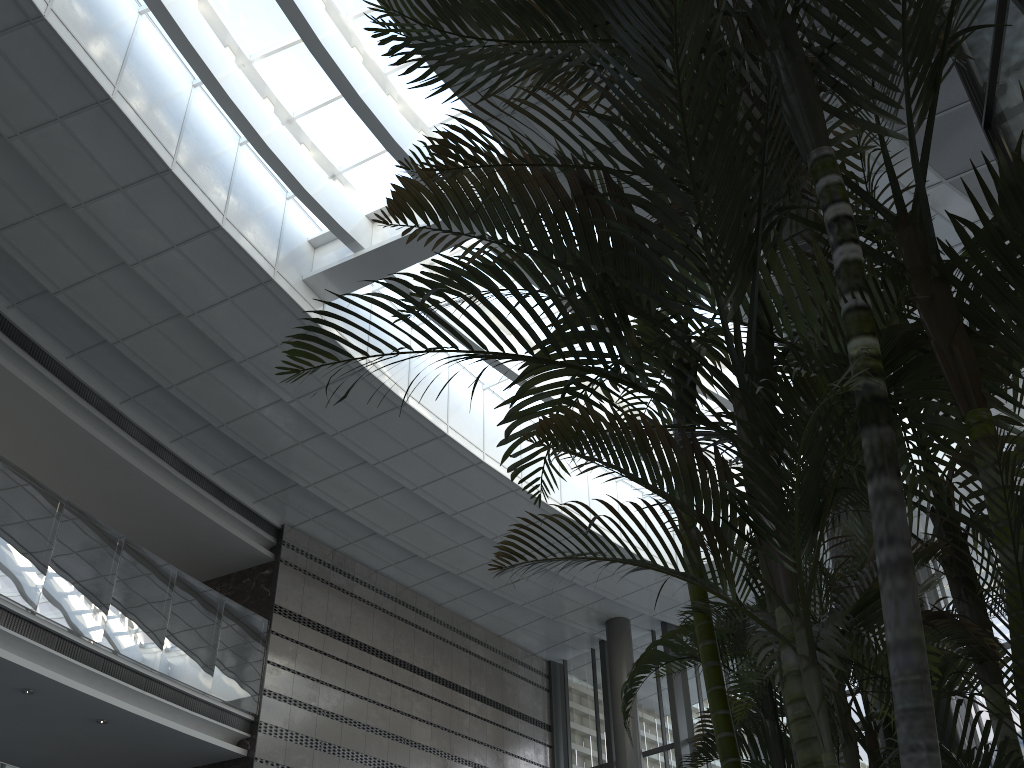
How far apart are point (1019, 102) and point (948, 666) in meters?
2.4 m

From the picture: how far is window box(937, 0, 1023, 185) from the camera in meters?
3.8 m

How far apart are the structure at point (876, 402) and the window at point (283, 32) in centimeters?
640cm

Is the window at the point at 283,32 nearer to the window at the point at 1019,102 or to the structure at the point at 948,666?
the window at the point at 1019,102

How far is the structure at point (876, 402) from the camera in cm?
141

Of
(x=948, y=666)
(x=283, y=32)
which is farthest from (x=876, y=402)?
(x=283, y=32)

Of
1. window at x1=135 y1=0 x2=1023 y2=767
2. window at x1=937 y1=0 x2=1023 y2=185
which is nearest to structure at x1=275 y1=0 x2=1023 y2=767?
window at x1=937 y1=0 x2=1023 y2=185

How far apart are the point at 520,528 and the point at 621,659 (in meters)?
3.49

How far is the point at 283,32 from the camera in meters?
9.2 m

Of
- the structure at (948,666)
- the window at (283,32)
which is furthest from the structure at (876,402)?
the window at (283,32)
